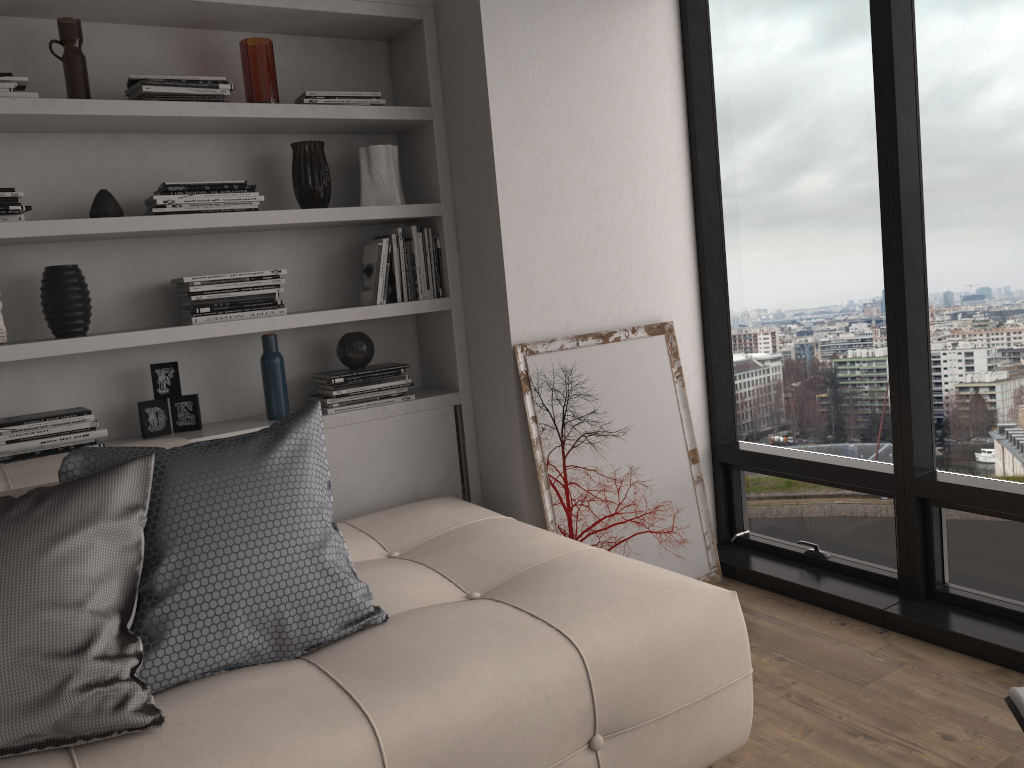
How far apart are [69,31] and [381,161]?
1.01m

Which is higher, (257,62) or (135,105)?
(257,62)

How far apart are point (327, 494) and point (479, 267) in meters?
1.3

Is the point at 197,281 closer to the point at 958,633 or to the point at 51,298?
the point at 51,298

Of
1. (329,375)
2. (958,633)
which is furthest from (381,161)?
(958,633)

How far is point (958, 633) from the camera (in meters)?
2.62

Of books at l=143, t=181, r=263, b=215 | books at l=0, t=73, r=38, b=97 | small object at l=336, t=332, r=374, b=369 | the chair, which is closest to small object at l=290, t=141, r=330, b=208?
books at l=143, t=181, r=263, b=215

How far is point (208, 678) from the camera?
1.80m

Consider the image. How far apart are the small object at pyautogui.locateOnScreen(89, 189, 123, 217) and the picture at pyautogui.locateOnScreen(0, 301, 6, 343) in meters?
0.4

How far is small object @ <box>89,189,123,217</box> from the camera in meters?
2.6
